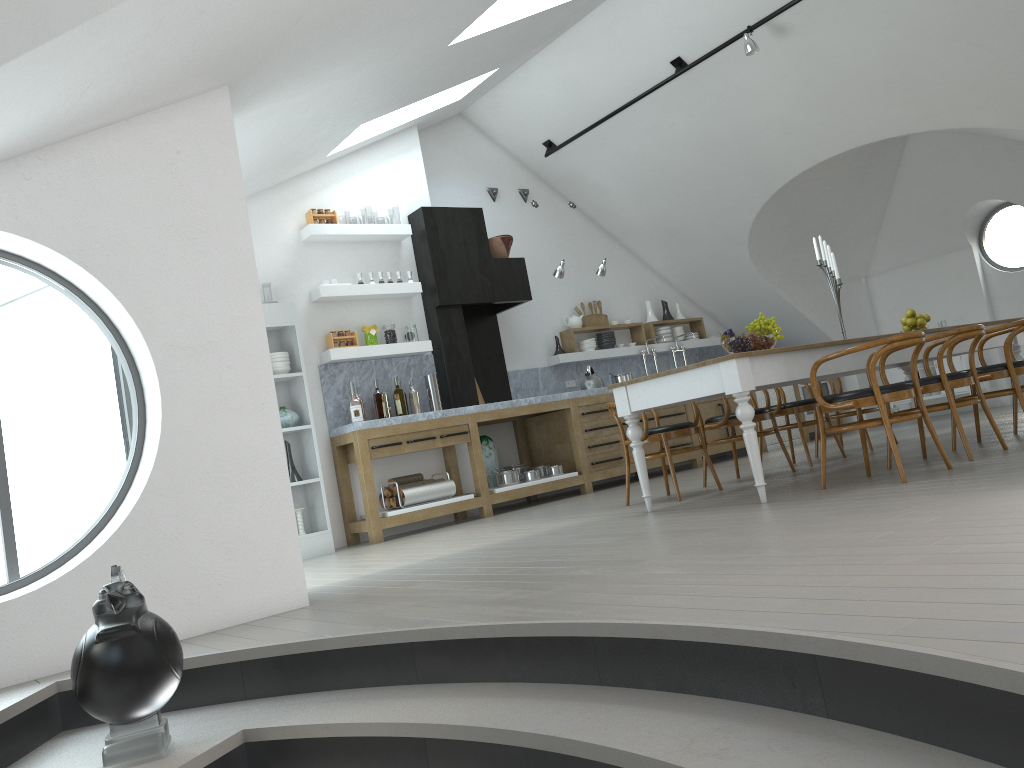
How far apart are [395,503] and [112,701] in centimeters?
478cm

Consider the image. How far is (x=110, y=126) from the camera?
3.83m

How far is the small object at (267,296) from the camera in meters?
7.0 m

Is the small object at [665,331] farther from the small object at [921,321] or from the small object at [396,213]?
the small object at [396,213]

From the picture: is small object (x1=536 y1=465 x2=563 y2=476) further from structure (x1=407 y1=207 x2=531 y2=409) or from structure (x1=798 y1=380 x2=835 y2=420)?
structure (x1=798 y1=380 x2=835 y2=420)

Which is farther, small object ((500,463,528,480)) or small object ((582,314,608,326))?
small object ((582,314,608,326))

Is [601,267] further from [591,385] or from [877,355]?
[877,355]

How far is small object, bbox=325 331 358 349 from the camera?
7.4 meters

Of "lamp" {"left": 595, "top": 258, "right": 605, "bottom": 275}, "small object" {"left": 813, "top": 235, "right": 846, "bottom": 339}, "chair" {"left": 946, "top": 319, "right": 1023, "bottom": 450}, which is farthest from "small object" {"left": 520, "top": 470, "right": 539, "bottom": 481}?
"chair" {"left": 946, "top": 319, "right": 1023, "bottom": 450}

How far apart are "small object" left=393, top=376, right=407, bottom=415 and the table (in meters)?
2.54
